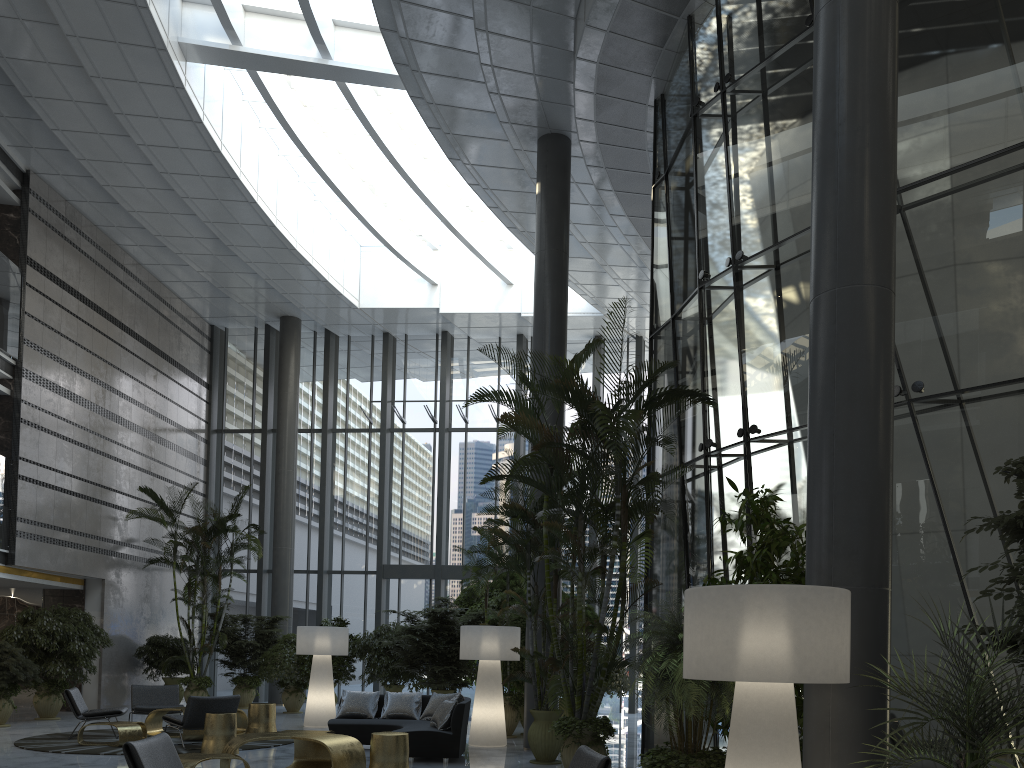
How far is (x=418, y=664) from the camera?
13.4m

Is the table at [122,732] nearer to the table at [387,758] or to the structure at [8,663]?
the structure at [8,663]

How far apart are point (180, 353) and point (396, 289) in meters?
5.2 m

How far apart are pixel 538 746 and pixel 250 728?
4.11m

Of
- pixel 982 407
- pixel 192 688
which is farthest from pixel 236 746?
pixel 192 688

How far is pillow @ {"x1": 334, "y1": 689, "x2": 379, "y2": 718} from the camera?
10.4 meters

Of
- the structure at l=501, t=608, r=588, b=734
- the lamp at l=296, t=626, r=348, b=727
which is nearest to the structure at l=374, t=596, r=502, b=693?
the lamp at l=296, t=626, r=348, b=727

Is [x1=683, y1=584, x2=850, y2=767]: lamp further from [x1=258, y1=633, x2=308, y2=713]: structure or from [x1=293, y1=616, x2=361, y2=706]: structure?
[x1=258, y1=633, x2=308, y2=713]: structure

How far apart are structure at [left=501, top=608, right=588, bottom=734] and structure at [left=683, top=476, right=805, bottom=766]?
6.6 meters

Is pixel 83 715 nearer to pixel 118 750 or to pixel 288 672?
pixel 118 750
